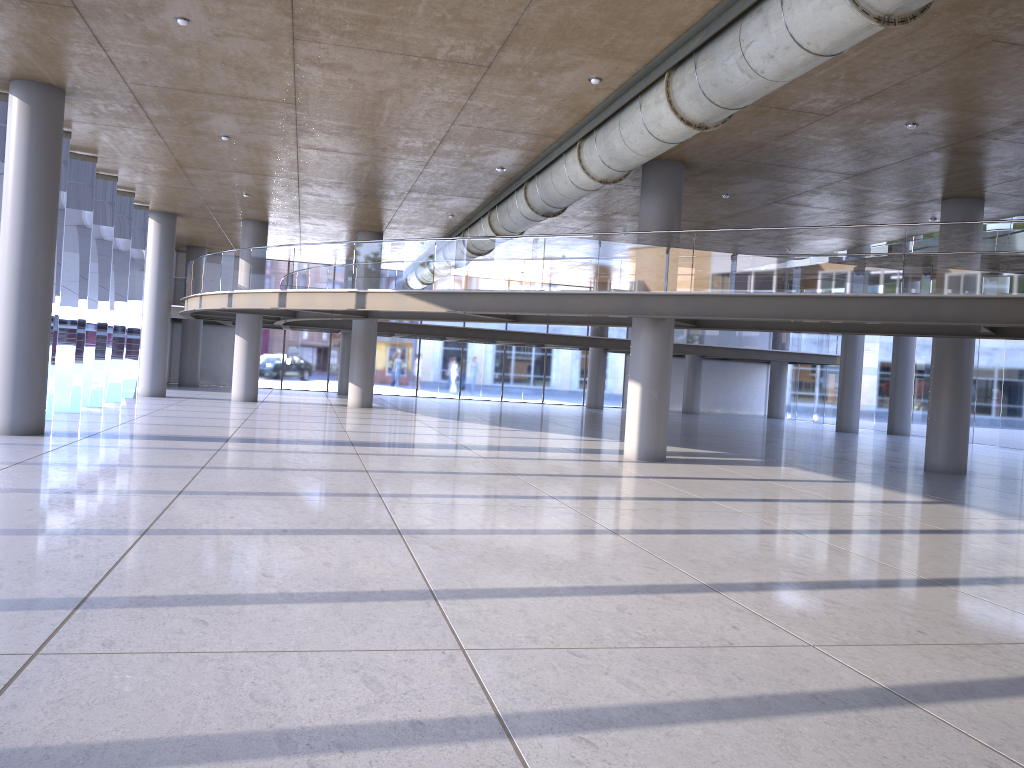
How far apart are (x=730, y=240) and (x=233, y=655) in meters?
11.8 m

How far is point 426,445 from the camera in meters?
16.8
